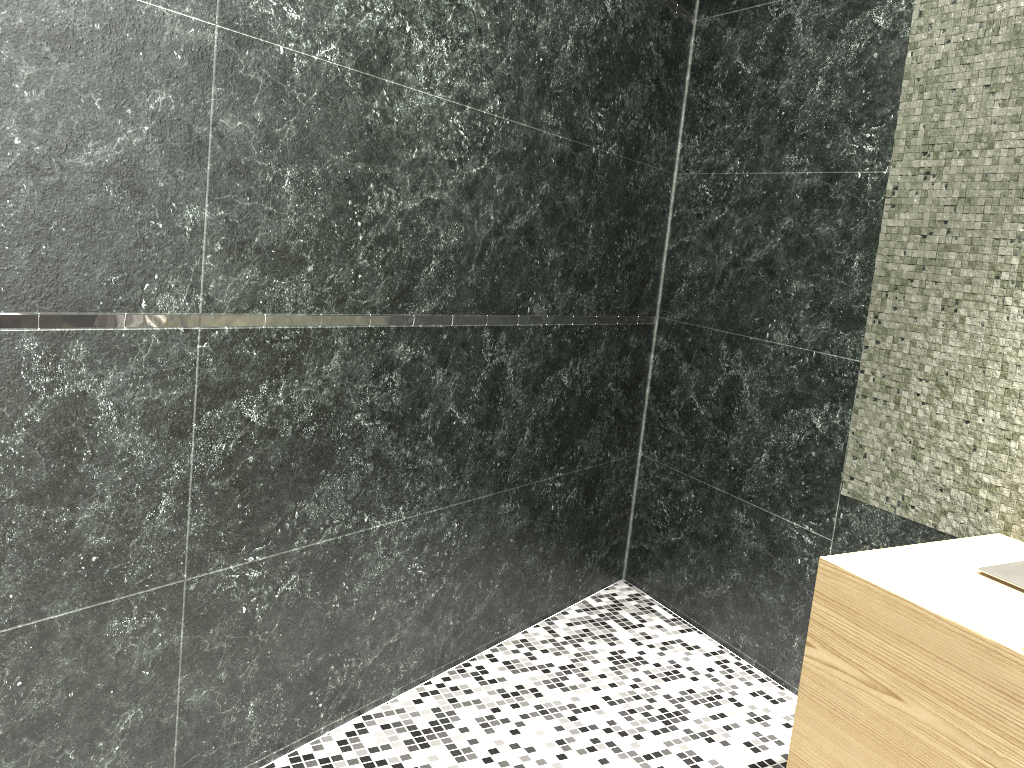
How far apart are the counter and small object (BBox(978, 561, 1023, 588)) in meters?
0.0

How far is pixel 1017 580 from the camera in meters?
1.7

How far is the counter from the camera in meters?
1.4 m

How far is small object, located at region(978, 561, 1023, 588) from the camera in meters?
1.7

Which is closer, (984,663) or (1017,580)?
(984,663)

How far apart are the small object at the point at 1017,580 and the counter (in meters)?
0.01

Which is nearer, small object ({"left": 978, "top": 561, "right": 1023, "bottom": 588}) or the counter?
the counter

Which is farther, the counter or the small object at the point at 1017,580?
the small object at the point at 1017,580

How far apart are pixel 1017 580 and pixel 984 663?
0.4 meters

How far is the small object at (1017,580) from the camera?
1.7m
